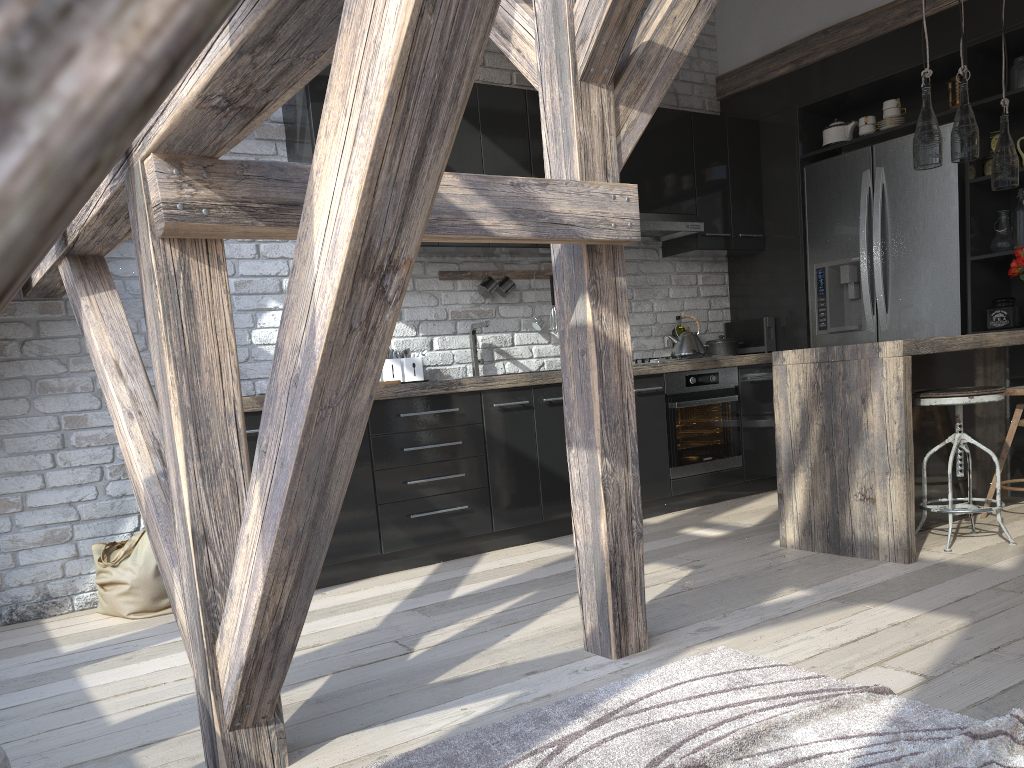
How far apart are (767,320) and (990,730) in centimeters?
412cm

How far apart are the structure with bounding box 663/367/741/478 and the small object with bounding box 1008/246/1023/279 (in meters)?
1.51

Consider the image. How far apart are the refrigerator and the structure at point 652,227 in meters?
0.7 m

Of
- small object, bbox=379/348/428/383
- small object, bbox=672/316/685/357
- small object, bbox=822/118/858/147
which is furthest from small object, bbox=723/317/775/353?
small object, bbox=379/348/428/383

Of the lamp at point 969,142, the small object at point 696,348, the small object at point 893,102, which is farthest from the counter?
the small object at point 893,102

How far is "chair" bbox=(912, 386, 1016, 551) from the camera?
3.4m

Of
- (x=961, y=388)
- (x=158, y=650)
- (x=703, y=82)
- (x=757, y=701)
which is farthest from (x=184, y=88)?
(x=703, y=82)

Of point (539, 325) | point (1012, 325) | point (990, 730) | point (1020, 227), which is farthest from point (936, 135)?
point (990, 730)

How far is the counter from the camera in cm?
333

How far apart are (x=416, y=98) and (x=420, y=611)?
2.5m
